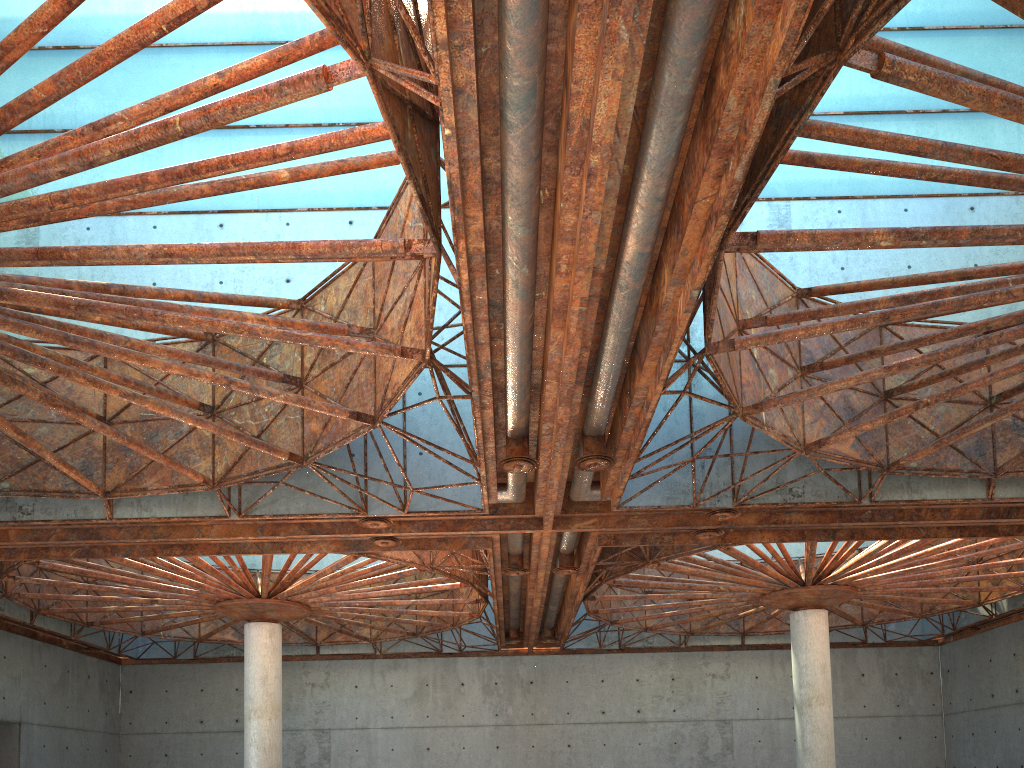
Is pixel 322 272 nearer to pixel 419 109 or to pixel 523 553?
pixel 523 553

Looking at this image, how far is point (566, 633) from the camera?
49.7m
